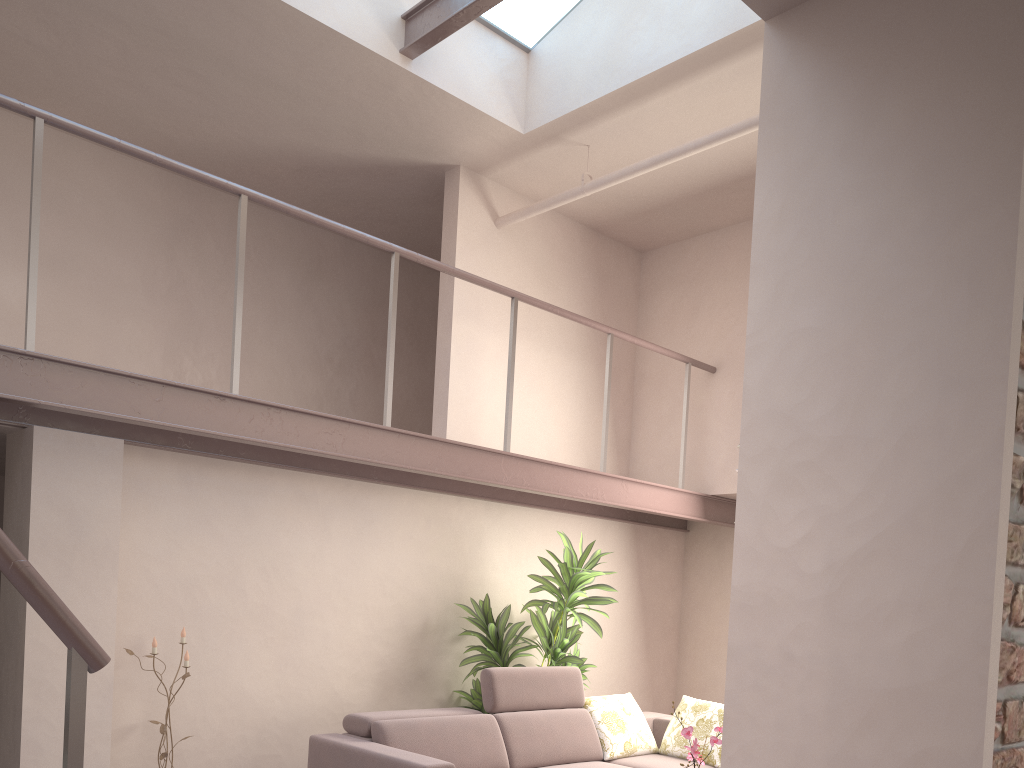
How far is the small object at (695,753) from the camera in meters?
3.9 m

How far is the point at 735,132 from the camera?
4.7 meters

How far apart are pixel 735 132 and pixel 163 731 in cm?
455

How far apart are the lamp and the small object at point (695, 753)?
2.7m

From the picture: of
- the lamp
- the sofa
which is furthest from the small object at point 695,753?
the lamp

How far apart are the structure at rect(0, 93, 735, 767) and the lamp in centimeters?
153cm

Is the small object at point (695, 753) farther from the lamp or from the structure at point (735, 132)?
the structure at point (735, 132)

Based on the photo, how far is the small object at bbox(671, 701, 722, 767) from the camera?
3.9m

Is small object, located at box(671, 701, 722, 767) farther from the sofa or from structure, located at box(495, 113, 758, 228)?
structure, located at box(495, 113, 758, 228)

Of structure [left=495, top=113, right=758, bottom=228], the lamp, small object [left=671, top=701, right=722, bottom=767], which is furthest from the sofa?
structure [left=495, top=113, right=758, bottom=228]
